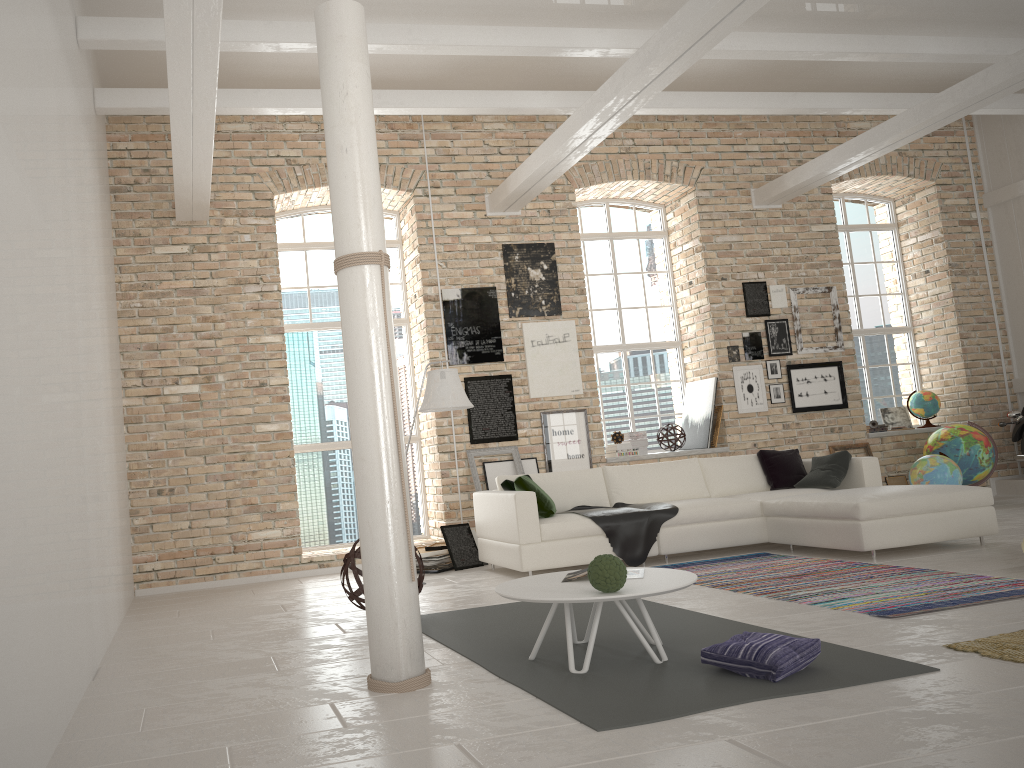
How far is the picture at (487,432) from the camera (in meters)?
8.90

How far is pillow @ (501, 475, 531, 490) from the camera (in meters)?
7.24

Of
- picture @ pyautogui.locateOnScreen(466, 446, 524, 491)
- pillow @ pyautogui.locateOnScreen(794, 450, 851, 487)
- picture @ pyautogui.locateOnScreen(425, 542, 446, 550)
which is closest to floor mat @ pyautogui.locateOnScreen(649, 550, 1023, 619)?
pillow @ pyautogui.locateOnScreen(794, 450, 851, 487)

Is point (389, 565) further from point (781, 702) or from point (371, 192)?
point (371, 192)

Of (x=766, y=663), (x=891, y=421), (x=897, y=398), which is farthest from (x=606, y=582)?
(x=897, y=398)

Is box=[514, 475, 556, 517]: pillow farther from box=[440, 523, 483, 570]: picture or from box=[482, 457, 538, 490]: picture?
box=[482, 457, 538, 490]: picture

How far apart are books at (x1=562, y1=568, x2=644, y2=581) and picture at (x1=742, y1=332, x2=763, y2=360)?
6.3 meters

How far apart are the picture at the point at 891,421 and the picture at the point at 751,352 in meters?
2.3 m

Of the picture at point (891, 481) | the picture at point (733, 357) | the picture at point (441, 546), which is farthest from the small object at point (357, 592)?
the picture at point (891, 481)

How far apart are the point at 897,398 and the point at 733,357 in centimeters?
280cm
